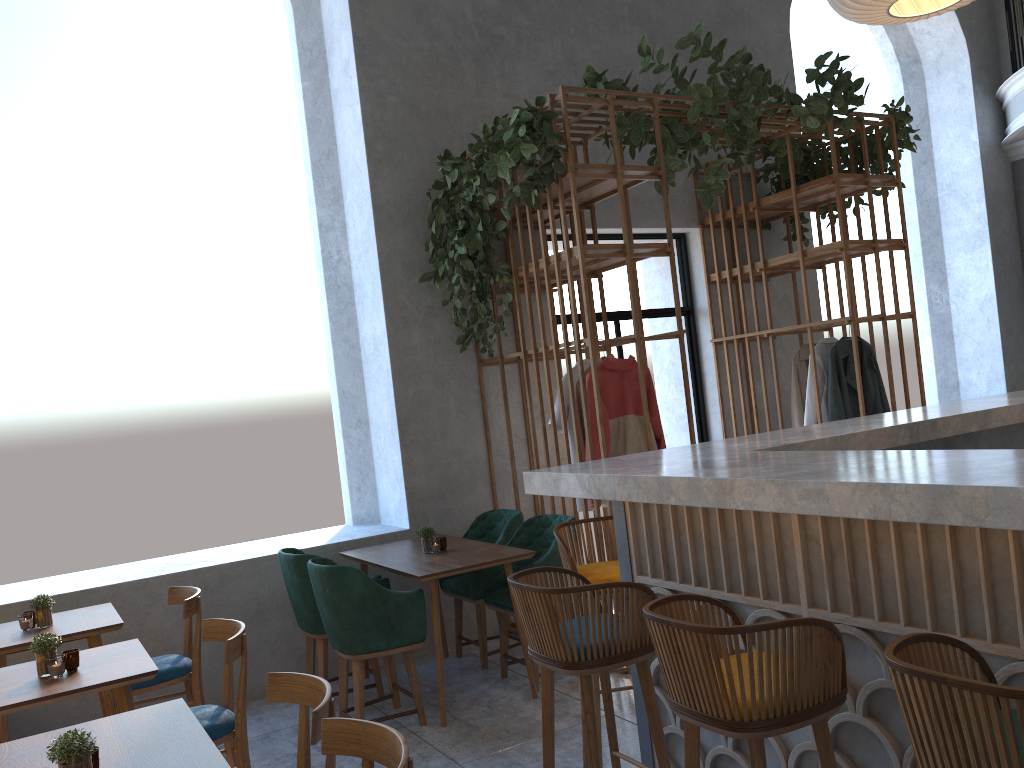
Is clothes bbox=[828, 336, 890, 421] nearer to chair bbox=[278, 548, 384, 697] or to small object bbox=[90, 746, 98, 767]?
chair bbox=[278, 548, 384, 697]

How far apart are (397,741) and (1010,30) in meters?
9.5

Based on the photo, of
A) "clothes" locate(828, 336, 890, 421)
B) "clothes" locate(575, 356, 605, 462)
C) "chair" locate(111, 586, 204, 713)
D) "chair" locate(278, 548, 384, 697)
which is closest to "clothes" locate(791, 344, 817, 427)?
"clothes" locate(828, 336, 890, 421)

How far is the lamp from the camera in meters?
3.5

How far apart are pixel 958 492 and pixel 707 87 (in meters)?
3.82

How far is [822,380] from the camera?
6.17m

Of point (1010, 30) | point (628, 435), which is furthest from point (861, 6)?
point (1010, 30)

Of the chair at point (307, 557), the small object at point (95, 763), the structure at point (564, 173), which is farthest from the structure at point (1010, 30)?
the small object at point (95, 763)

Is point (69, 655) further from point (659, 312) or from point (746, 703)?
point (659, 312)

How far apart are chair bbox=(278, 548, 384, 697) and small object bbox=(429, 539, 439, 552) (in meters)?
0.66
